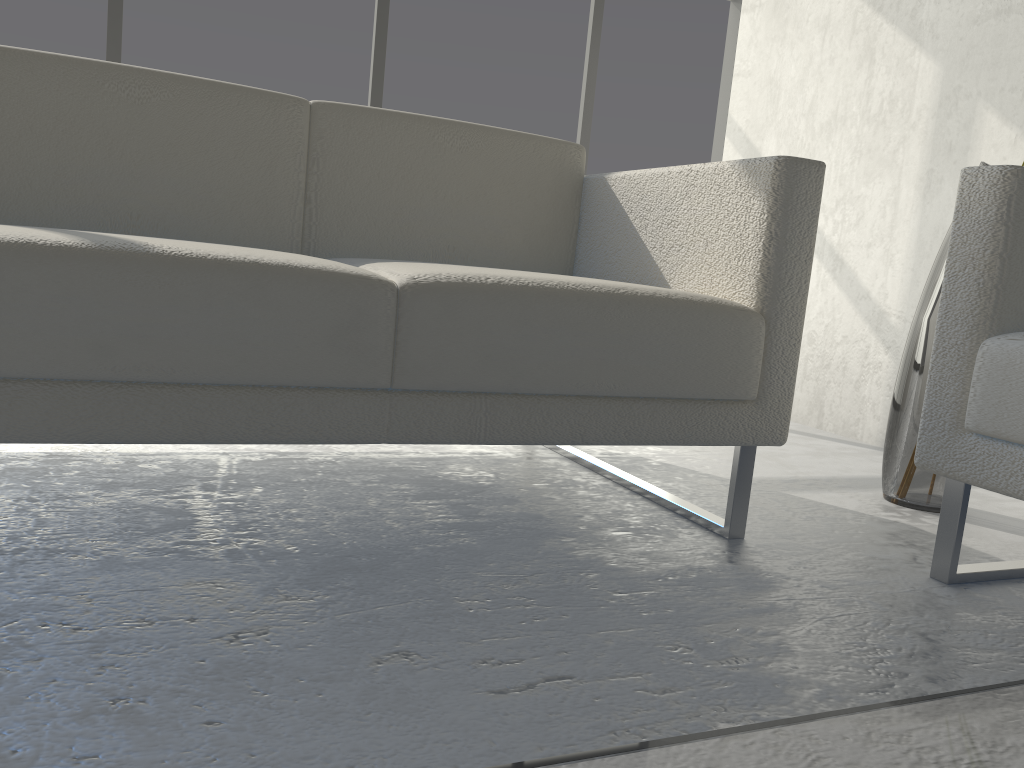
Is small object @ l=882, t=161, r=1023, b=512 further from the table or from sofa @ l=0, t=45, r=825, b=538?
the table

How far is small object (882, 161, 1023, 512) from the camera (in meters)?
1.69

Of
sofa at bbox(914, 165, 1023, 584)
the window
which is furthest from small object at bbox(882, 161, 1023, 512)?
the window

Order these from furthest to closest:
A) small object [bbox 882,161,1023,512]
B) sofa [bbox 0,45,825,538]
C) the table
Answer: small object [bbox 882,161,1023,512] → sofa [bbox 0,45,825,538] → the table

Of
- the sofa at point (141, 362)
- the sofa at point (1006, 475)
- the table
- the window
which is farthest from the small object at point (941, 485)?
the window

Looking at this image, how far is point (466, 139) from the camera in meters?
1.7

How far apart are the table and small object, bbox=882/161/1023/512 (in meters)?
1.31

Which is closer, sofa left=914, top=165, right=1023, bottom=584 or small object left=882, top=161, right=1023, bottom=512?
sofa left=914, top=165, right=1023, bottom=584

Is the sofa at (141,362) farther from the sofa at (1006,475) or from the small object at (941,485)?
the small object at (941,485)

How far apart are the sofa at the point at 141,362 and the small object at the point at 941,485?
0.47m
